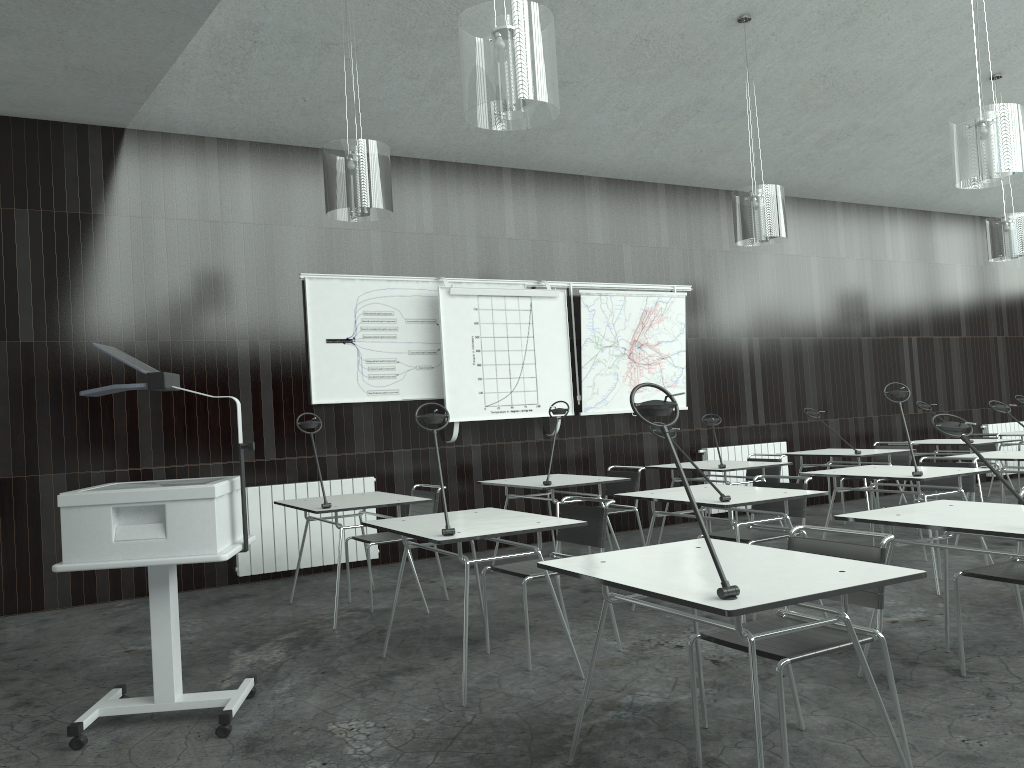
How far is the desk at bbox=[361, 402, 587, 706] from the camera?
3.6m

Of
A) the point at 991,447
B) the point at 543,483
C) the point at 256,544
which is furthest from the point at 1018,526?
the point at 991,447

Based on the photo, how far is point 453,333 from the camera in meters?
7.1 m

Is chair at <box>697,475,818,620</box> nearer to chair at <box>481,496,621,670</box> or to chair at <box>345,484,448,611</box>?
chair at <box>481,496,621,670</box>

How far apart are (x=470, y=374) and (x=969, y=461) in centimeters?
675cm

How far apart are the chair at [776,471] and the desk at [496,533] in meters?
3.3

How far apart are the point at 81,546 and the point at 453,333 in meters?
4.1

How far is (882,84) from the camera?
7.6m

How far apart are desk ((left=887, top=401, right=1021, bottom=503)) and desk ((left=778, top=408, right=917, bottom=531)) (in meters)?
1.15

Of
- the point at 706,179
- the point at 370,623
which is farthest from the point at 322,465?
the point at 706,179
